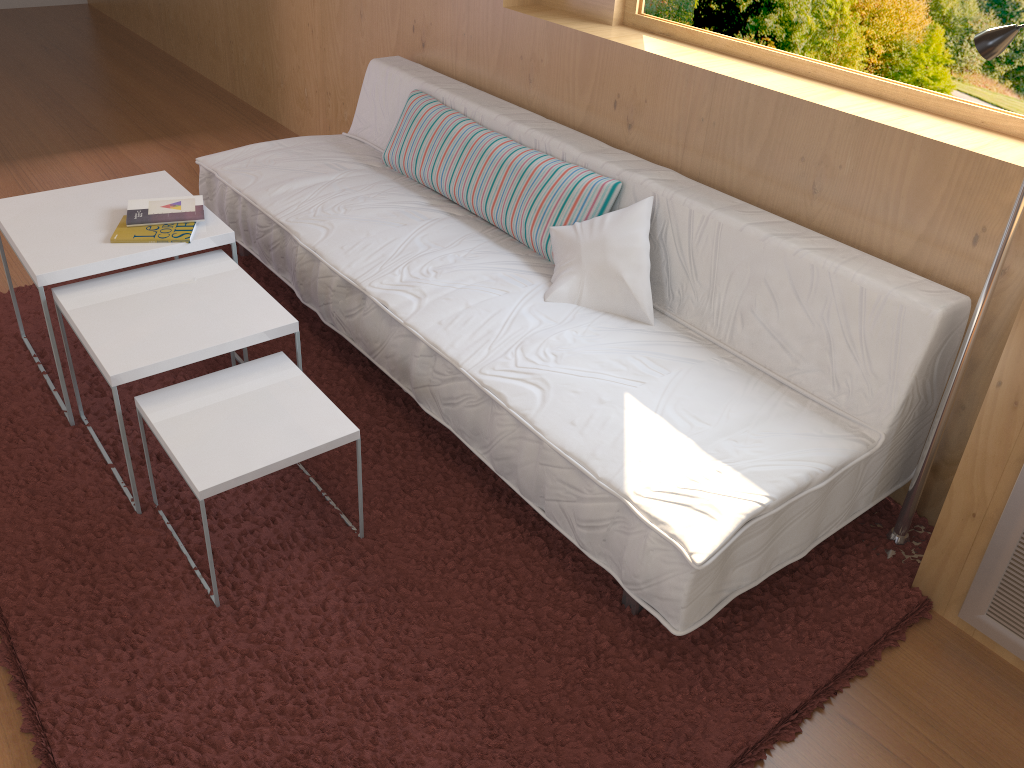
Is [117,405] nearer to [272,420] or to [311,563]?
[272,420]

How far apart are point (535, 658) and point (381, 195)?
1.6 meters

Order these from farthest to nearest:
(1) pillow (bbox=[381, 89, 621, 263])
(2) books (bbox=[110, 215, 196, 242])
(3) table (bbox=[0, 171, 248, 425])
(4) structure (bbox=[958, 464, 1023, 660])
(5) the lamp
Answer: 1. (1) pillow (bbox=[381, 89, 621, 263])
2. (2) books (bbox=[110, 215, 196, 242])
3. (3) table (bbox=[0, 171, 248, 425])
4. (4) structure (bbox=[958, 464, 1023, 660])
5. (5) the lamp

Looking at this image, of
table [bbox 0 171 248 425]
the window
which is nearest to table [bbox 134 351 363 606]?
table [bbox 0 171 248 425]

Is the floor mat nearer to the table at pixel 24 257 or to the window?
the table at pixel 24 257

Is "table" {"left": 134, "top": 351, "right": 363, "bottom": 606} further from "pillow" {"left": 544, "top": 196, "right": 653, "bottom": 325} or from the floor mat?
"pillow" {"left": 544, "top": 196, "right": 653, "bottom": 325}

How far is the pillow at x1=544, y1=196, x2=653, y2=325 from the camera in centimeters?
222cm

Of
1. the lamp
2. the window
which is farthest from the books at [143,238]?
the lamp

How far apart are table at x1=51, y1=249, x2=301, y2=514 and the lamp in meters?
1.5 m

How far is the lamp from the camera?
1.59m
